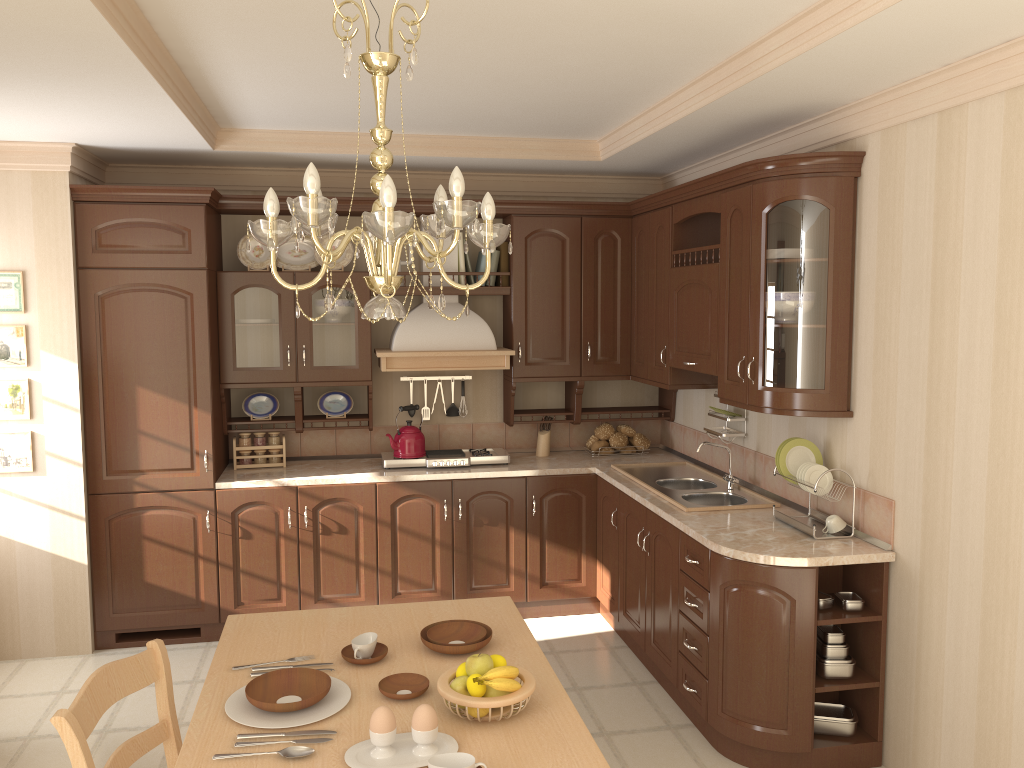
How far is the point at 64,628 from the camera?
4.4m

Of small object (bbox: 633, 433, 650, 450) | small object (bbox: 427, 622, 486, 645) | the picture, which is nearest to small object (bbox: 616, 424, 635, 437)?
small object (bbox: 633, 433, 650, 450)

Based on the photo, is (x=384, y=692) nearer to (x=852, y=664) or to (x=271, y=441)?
(x=852, y=664)

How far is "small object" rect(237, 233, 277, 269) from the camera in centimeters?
481cm

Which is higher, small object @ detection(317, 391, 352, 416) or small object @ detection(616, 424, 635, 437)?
small object @ detection(317, 391, 352, 416)

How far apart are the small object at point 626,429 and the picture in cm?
316

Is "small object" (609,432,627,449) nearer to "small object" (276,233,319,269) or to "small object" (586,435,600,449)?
"small object" (586,435,600,449)

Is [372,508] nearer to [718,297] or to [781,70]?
[718,297]

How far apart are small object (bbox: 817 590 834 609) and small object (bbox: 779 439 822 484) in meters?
0.5

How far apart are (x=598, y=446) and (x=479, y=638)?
2.8 meters
